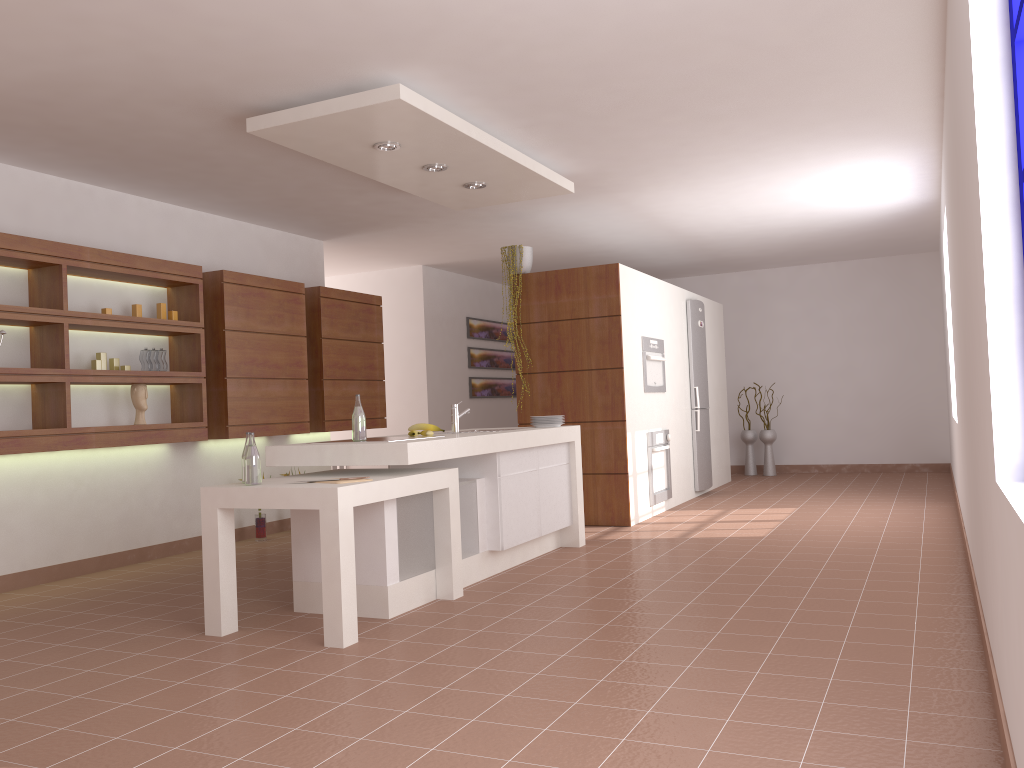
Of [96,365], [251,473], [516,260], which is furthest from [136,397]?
[516,260]

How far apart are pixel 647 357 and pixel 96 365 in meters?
4.1

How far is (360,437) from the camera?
4.4 meters

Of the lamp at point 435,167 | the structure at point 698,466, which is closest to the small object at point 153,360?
the lamp at point 435,167

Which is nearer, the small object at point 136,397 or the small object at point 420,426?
the small object at point 420,426

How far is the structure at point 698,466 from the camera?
8.50m

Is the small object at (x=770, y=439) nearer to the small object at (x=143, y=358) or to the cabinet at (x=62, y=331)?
the cabinet at (x=62, y=331)

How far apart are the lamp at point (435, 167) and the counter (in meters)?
1.60

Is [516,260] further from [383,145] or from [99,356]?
[99,356]

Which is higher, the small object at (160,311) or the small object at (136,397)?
the small object at (160,311)
